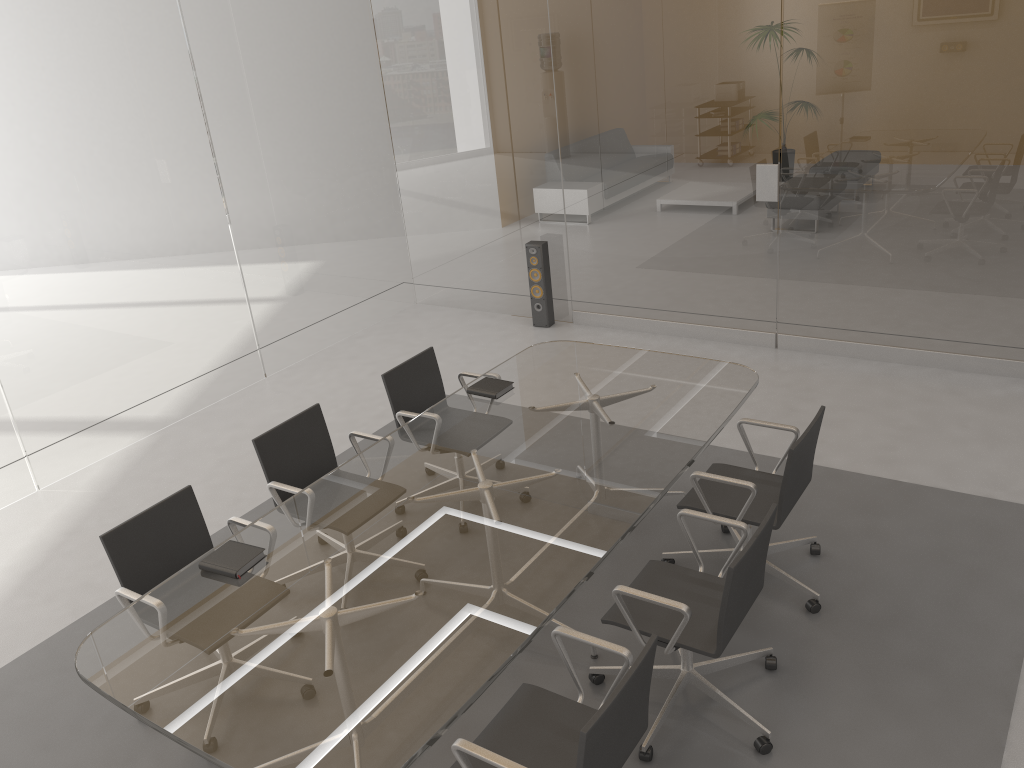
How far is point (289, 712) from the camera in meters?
2.5

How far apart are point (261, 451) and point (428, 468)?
0.8m

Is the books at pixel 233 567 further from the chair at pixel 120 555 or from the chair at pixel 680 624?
the chair at pixel 680 624

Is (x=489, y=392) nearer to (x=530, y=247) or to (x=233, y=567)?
(x=233, y=567)

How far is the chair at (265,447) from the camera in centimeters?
407cm

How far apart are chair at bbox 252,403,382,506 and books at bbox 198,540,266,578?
0.6 meters

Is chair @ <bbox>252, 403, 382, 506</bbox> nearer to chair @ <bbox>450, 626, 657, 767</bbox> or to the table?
the table

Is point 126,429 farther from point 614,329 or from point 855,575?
point 855,575

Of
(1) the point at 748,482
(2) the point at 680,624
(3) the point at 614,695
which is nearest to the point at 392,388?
(1) the point at 748,482

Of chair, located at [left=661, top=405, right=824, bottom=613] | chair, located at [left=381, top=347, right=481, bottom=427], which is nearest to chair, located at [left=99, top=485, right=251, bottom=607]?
chair, located at [left=381, top=347, right=481, bottom=427]
